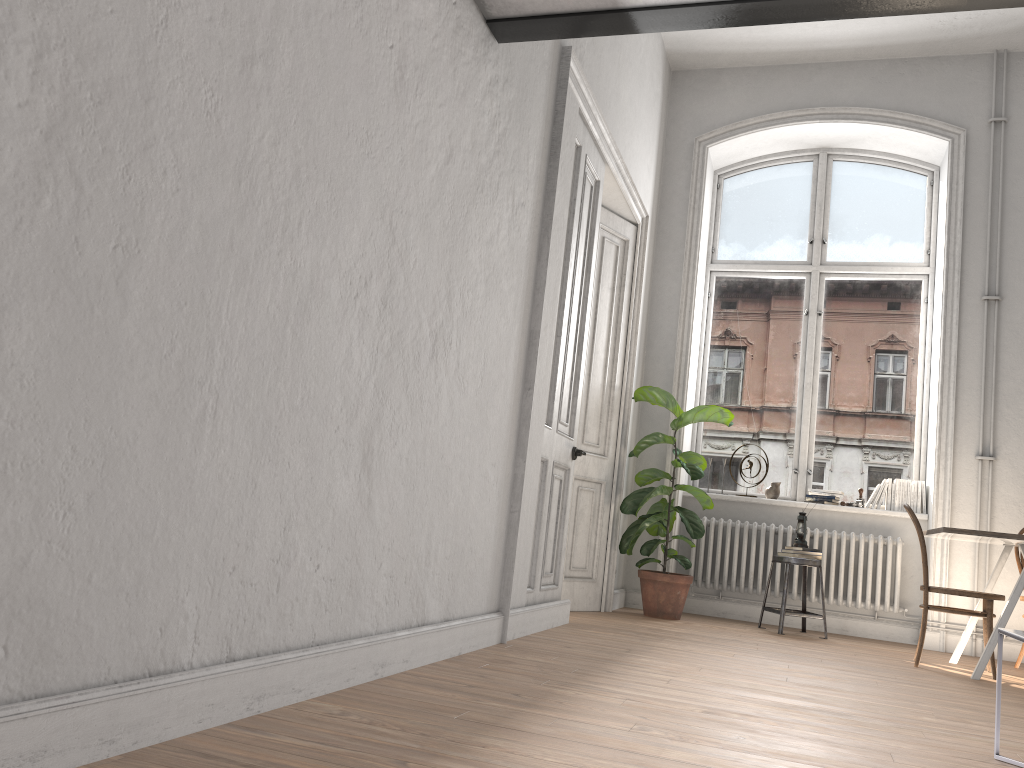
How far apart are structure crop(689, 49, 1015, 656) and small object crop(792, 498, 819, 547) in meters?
0.3 m

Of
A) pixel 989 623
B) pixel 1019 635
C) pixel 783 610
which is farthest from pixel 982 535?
pixel 1019 635

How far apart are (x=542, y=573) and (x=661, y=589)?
1.69m

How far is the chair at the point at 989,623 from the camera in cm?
488

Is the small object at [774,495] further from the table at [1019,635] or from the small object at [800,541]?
the table at [1019,635]

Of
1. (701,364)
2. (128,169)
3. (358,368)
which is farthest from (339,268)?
(701,364)

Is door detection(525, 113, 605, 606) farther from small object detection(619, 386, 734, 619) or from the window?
the window

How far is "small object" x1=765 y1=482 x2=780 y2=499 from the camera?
6.89m

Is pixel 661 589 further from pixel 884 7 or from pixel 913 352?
pixel 884 7

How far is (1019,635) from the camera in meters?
2.5 m
